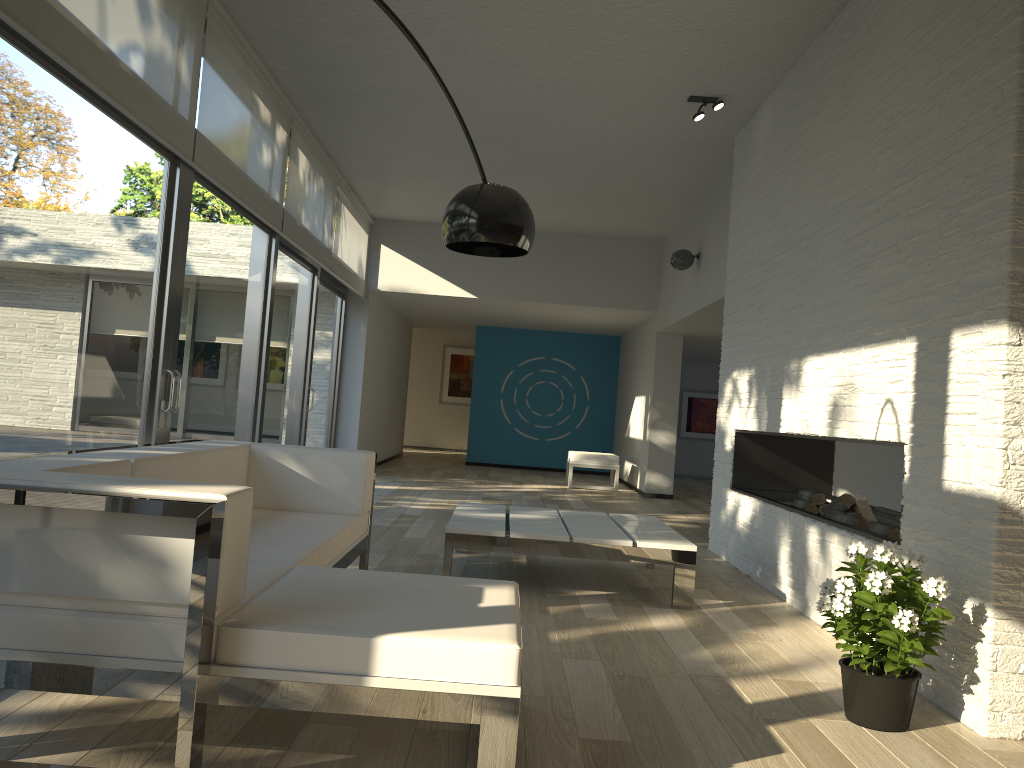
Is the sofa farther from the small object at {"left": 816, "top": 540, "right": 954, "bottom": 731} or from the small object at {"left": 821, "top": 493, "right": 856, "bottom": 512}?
the small object at {"left": 821, "top": 493, "right": 856, "bottom": 512}

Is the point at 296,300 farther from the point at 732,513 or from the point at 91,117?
the point at 732,513

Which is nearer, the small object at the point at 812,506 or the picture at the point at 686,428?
the small object at the point at 812,506

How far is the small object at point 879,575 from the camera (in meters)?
2.67

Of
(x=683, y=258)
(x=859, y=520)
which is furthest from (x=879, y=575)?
(x=683, y=258)

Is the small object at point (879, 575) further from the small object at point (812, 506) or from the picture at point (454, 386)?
the picture at point (454, 386)

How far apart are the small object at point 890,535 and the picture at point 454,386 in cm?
1376

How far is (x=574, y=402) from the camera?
13.9m

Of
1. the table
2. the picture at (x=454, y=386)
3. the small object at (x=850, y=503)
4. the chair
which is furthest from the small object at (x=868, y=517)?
the picture at (x=454, y=386)

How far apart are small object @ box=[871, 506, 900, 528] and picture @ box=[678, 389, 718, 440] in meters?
10.8
